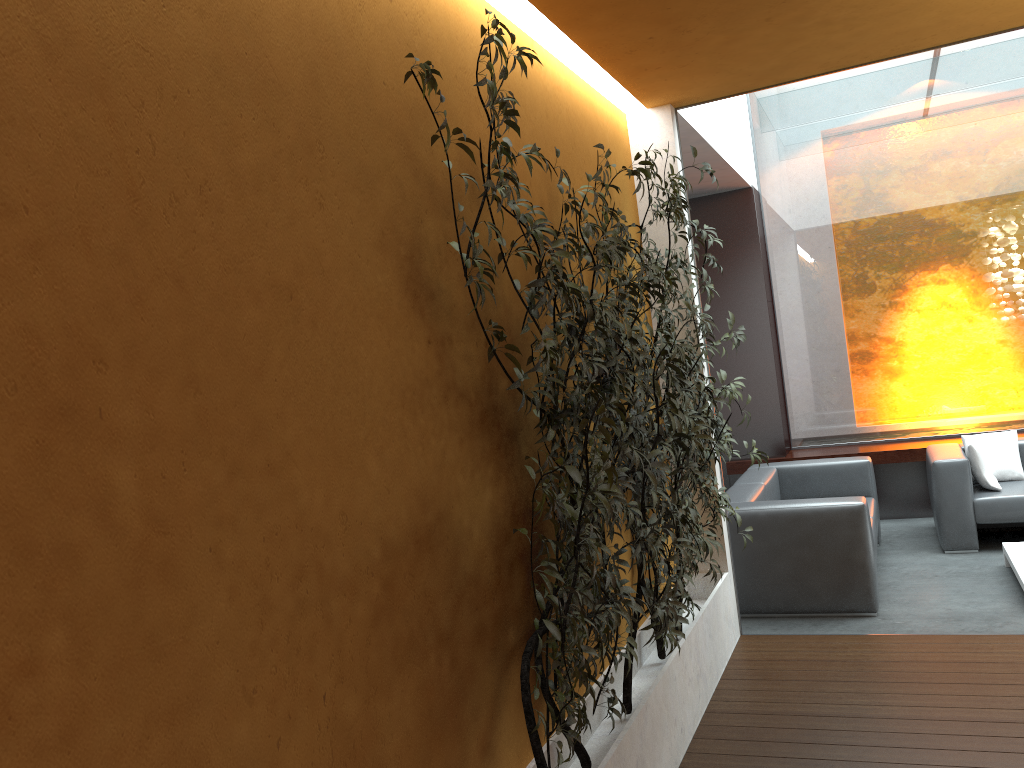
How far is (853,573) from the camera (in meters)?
5.06

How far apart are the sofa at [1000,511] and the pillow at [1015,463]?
0.1 meters

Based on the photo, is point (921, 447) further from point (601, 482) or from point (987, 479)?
point (601, 482)

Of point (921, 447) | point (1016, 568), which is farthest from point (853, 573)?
point (921, 447)

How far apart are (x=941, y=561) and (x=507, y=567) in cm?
438

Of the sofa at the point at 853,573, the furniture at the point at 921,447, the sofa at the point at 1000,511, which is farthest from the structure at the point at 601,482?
the furniture at the point at 921,447

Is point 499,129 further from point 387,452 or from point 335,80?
point 387,452

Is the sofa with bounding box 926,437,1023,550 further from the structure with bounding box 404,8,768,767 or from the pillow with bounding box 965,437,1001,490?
the structure with bounding box 404,8,768,767

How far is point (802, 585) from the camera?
5.2m

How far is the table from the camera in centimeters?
514cm
